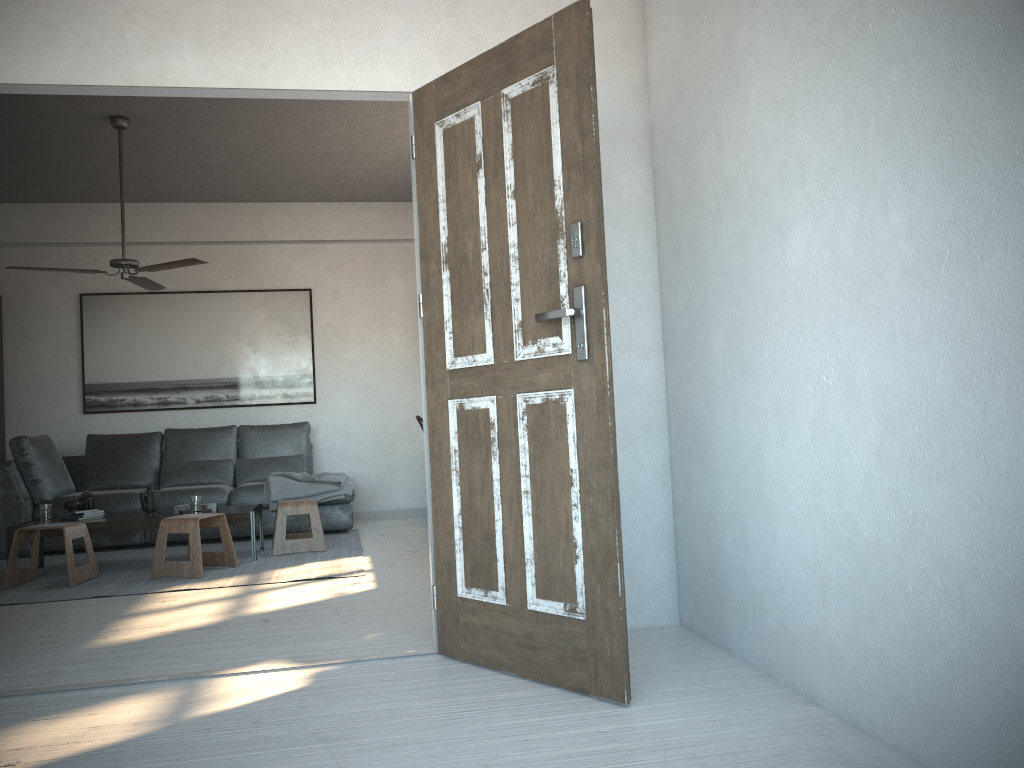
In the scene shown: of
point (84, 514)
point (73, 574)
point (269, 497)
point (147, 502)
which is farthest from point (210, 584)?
point (269, 497)

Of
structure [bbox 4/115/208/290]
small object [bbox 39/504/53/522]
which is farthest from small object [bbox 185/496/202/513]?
structure [bbox 4/115/208/290]

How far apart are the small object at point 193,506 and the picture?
2.33m

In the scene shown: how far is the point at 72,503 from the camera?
5.7m

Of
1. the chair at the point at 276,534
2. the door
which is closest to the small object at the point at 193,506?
the chair at the point at 276,534

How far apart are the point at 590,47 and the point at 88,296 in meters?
6.4

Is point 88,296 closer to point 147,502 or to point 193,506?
point 147,502

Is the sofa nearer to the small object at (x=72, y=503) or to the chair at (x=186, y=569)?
the small object at (x=72, y=503)

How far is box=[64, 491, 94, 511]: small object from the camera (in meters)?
5.69

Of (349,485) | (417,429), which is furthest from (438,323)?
(417,429)
